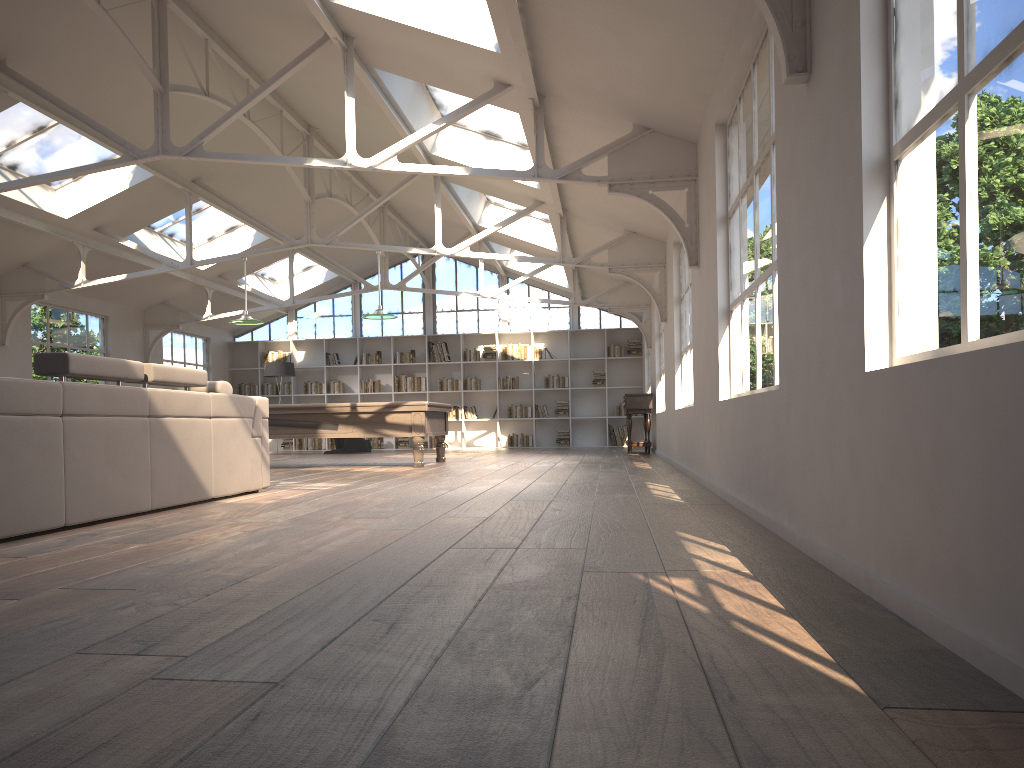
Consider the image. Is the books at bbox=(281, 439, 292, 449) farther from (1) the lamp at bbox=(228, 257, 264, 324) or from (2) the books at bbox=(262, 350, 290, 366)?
(1) the lamp at bbox=(228, 257, 264, 324)

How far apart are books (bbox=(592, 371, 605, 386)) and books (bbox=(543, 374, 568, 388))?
0.6m

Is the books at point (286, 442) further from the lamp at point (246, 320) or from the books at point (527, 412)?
the lamp at point (246, 320)

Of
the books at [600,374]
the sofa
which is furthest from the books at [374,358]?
the sofa

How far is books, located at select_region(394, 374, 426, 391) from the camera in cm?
1795

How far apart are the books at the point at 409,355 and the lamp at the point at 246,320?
6.9m

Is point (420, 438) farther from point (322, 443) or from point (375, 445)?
point (322, 443)

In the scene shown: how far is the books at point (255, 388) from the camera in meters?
18.4 m

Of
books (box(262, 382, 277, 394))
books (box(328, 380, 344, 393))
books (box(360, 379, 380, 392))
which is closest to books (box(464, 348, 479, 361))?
books (box(360, 379, 380, 392))

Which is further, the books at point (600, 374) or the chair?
the books at point (600, 374)
